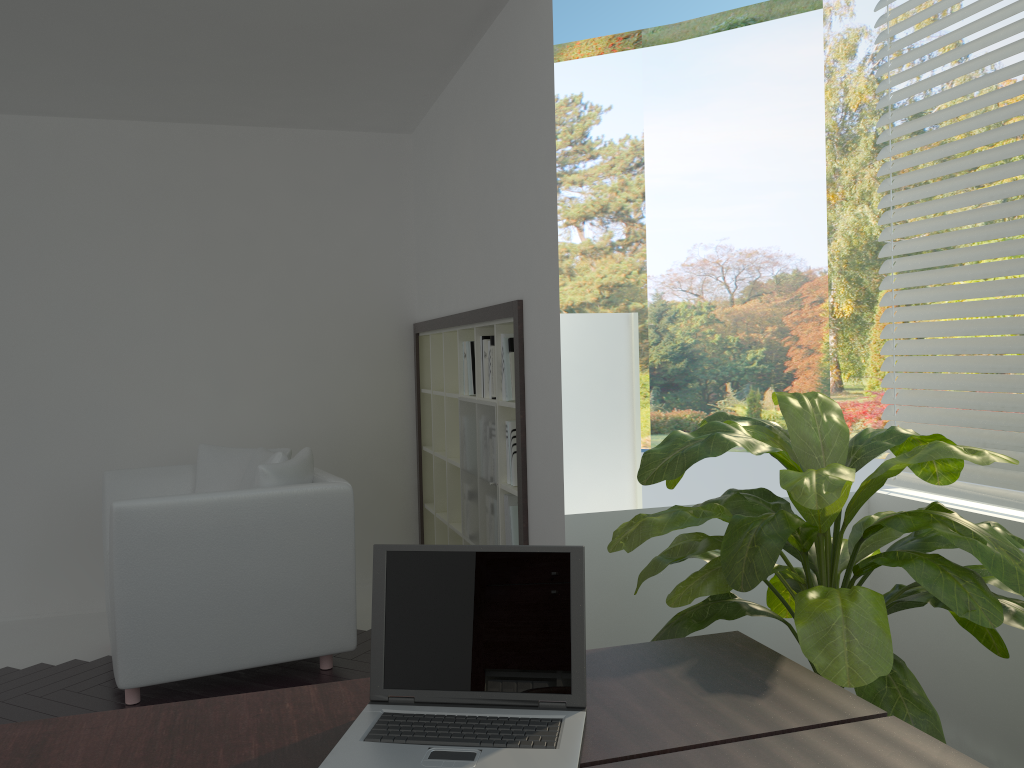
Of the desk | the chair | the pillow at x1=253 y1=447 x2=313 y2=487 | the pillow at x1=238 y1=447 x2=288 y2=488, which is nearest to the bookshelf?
the chair

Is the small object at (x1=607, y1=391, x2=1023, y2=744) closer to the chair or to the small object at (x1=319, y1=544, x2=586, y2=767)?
the small object at (x1=319, y1=544, x2=586, y2=767)

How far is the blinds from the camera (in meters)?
2.74

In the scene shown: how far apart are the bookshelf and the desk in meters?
1.6 m

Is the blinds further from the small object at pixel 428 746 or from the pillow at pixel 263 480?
the pillow at pixel 263 480

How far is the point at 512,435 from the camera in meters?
3.6 m

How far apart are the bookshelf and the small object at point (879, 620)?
0.6m

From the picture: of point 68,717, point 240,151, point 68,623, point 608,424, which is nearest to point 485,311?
point 608,424

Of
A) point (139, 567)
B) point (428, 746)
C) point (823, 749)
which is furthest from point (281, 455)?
point (823, 749)

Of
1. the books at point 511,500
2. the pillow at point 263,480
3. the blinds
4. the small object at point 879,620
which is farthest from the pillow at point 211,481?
the blinds
